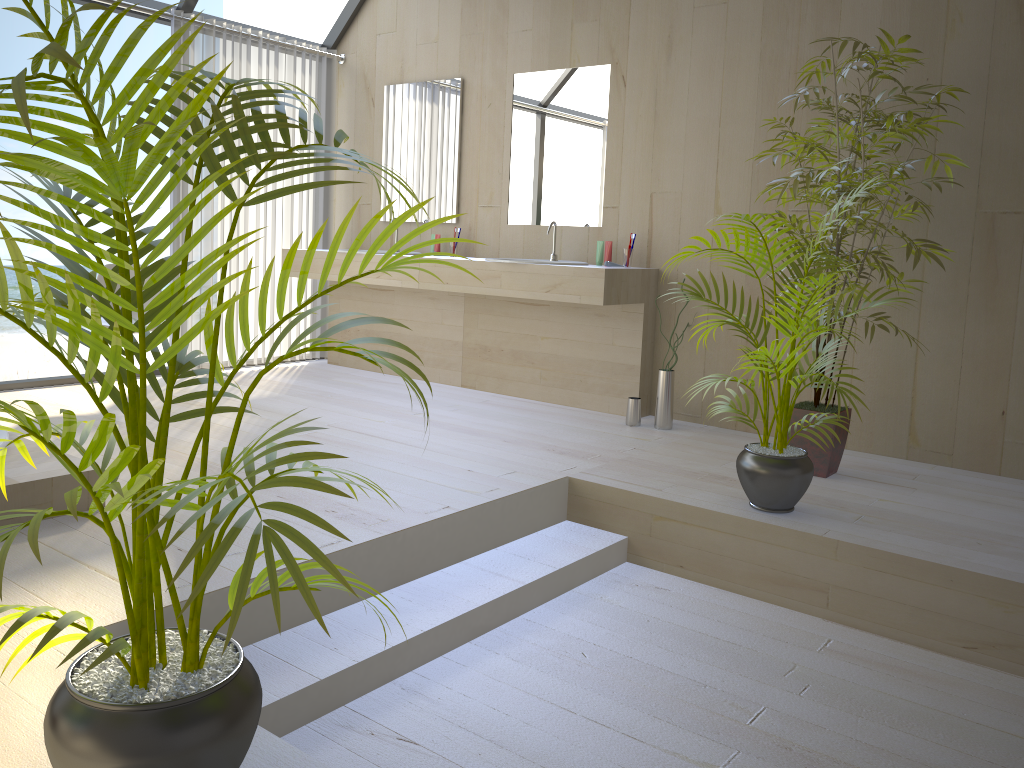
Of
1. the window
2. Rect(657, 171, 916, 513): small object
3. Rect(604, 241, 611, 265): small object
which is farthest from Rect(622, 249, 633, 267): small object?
the window

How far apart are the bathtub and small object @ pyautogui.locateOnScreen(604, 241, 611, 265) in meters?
2.7 m

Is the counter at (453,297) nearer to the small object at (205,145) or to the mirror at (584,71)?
the mirror at (584,71)

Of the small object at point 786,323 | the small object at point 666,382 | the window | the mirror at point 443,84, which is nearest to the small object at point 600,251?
the small object at point 666,382

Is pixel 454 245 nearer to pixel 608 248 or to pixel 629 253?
pixel 608 248

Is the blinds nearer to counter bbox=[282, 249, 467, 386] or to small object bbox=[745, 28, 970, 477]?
counter bbox=[282, 249, 467, 386]

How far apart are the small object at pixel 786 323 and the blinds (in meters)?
3.30

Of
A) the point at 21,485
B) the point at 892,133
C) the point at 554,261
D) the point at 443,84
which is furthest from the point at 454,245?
the point at 21,485

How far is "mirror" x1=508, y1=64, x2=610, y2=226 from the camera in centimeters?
474cm

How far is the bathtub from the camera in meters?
2.6 m
